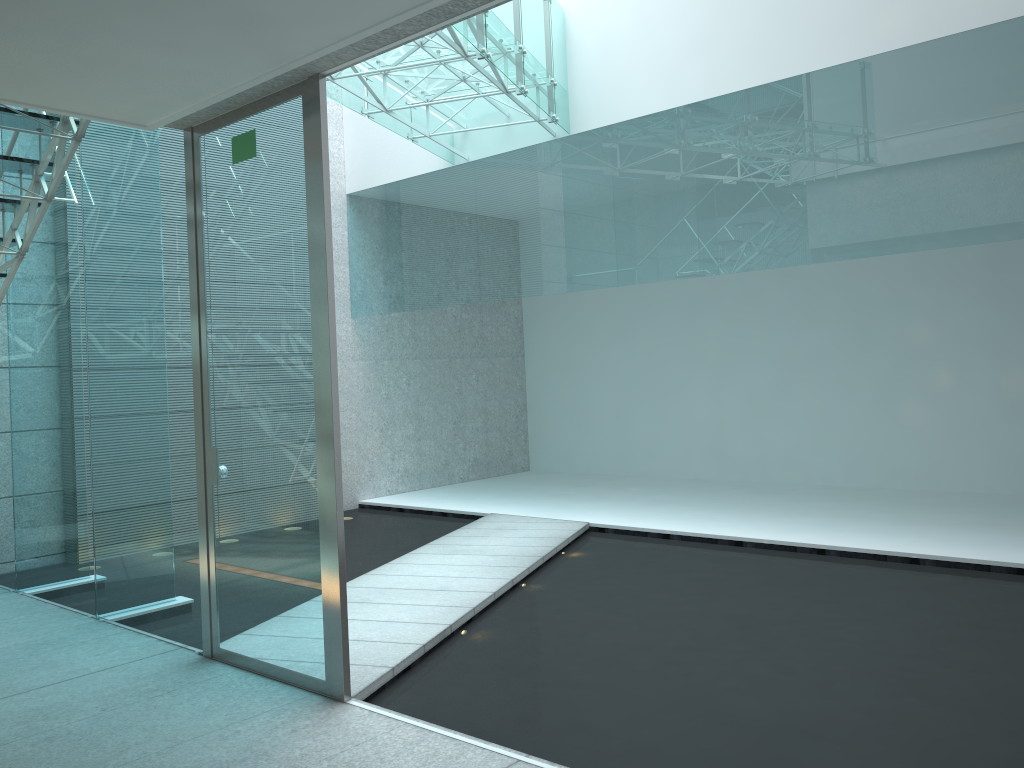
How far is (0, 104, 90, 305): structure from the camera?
3.7m

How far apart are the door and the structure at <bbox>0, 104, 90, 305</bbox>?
0.57m

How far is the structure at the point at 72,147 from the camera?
3.7 meters

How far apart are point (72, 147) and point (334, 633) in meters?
2.4 m

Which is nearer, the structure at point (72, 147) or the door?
the door

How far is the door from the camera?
2.9 meters

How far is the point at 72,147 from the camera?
3.7m

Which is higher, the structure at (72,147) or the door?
the structure at (72,147)

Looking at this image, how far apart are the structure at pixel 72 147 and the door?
0.57m

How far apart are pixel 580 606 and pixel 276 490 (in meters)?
1.68
